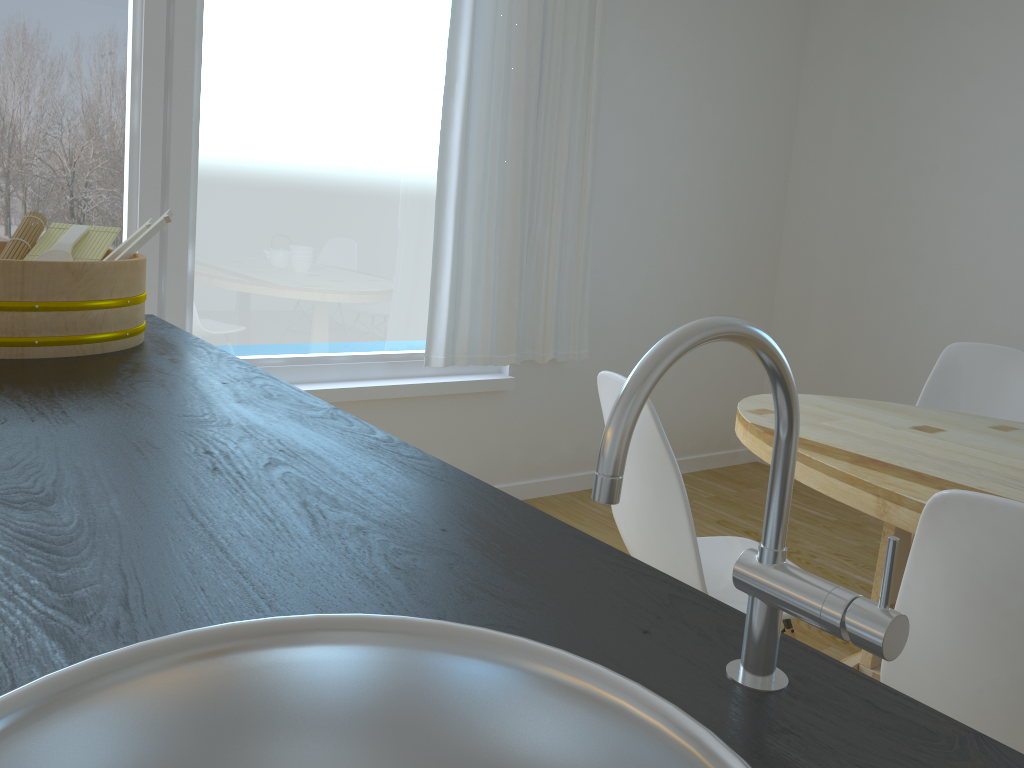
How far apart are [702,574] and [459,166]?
2.0m

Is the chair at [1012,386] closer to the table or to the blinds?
the table

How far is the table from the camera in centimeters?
181cm

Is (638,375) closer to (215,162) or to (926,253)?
(215,162)

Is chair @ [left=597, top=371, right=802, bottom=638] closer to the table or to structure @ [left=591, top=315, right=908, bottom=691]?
the table

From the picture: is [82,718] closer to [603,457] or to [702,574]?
[603,457]

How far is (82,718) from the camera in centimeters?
47cm

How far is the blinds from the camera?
3.19m

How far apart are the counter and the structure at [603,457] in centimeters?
0cm

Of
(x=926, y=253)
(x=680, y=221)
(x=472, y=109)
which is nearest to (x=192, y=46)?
(x=472, y=109)
